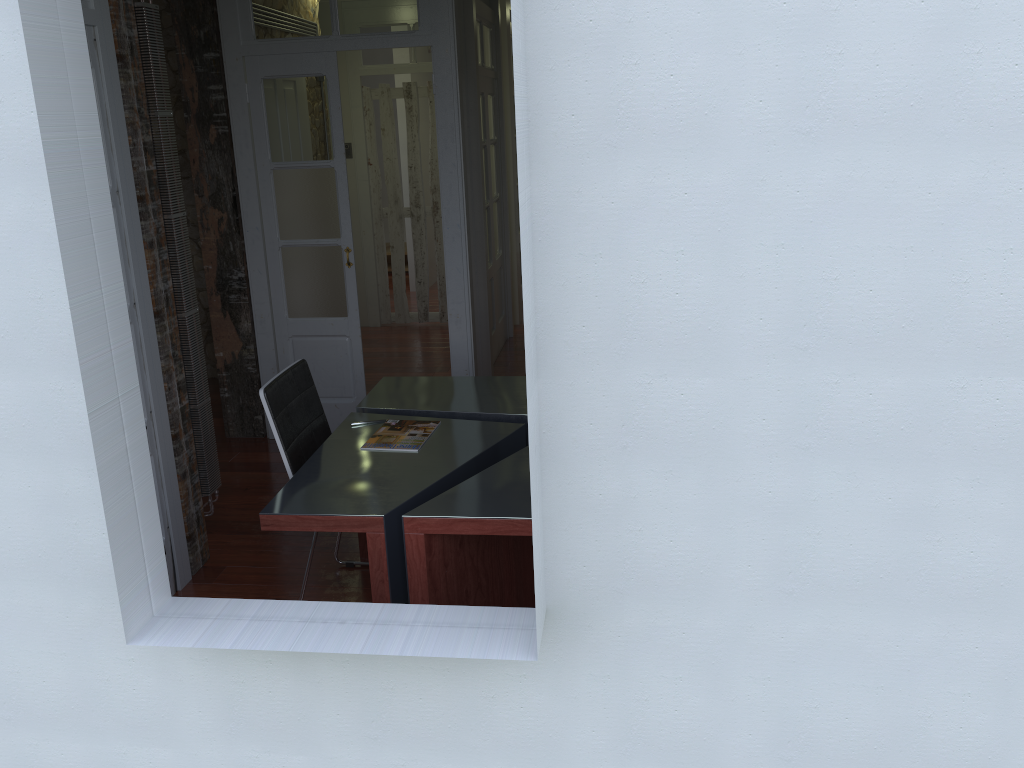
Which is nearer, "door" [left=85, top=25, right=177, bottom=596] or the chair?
"door" [left=85, top=25, right=177, bottom=596]

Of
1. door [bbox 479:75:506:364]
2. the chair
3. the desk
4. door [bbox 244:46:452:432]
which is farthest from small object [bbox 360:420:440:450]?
door [bbox 479:75:506:364]

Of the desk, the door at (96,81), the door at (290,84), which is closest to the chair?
the desk

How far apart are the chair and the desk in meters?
0.1 m

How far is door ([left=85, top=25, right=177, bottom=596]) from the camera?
3.04m

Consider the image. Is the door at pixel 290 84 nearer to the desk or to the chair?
the desk

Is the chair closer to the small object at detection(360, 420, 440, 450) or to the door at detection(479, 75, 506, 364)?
the small object at detection(360, 420, 440, 450)

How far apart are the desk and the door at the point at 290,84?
1.06m

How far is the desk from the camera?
2.73m

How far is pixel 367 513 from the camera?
2.7m
